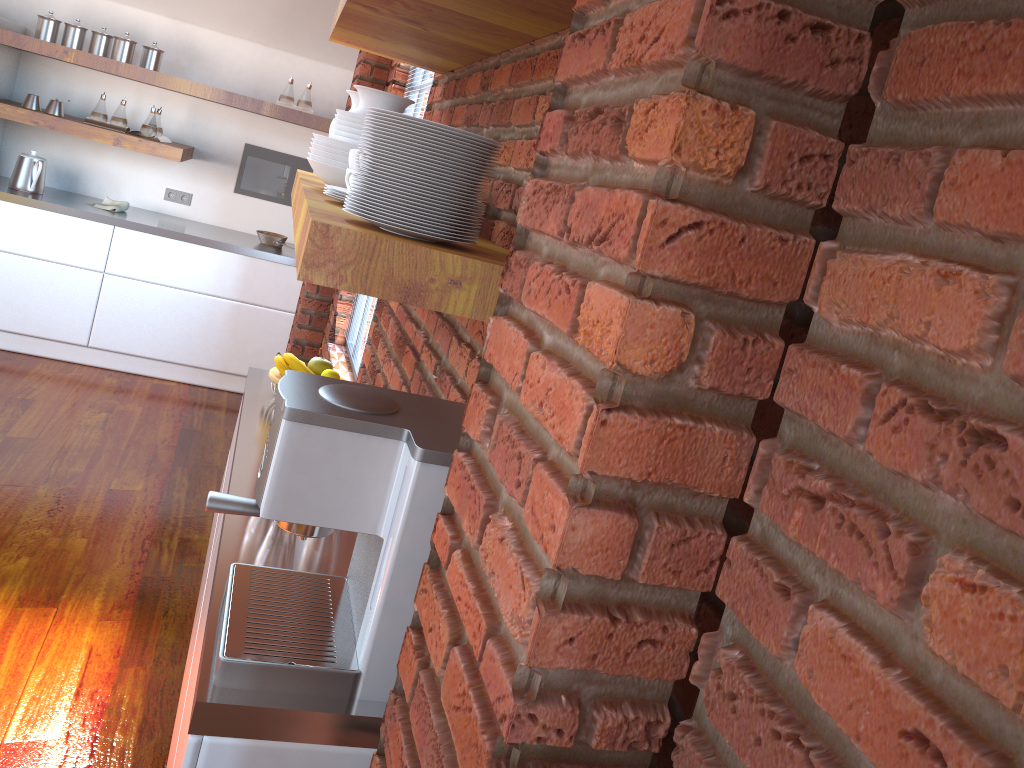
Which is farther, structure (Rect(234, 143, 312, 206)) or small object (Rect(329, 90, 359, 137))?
structure (Rect(234, 143, 312, 206))

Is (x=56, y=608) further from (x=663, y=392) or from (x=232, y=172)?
(x=232, y=172)

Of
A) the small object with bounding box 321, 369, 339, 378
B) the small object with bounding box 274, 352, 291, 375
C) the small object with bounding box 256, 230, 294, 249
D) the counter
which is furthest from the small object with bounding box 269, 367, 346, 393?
→ the small object with bounding box 256, 230, 294, 249

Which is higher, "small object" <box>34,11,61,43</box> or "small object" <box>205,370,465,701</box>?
"small object" <box>34,11,61,43</box>

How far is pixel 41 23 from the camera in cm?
475

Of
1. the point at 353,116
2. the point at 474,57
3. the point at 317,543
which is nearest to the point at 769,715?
the point at 317,543

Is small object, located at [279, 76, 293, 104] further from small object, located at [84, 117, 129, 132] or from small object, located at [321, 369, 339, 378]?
small object, located at [321, 369, 339, 378]

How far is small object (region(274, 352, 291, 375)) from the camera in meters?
2.4 m

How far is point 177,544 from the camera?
3.3 meters

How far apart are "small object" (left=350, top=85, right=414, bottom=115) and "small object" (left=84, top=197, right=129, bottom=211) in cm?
357
